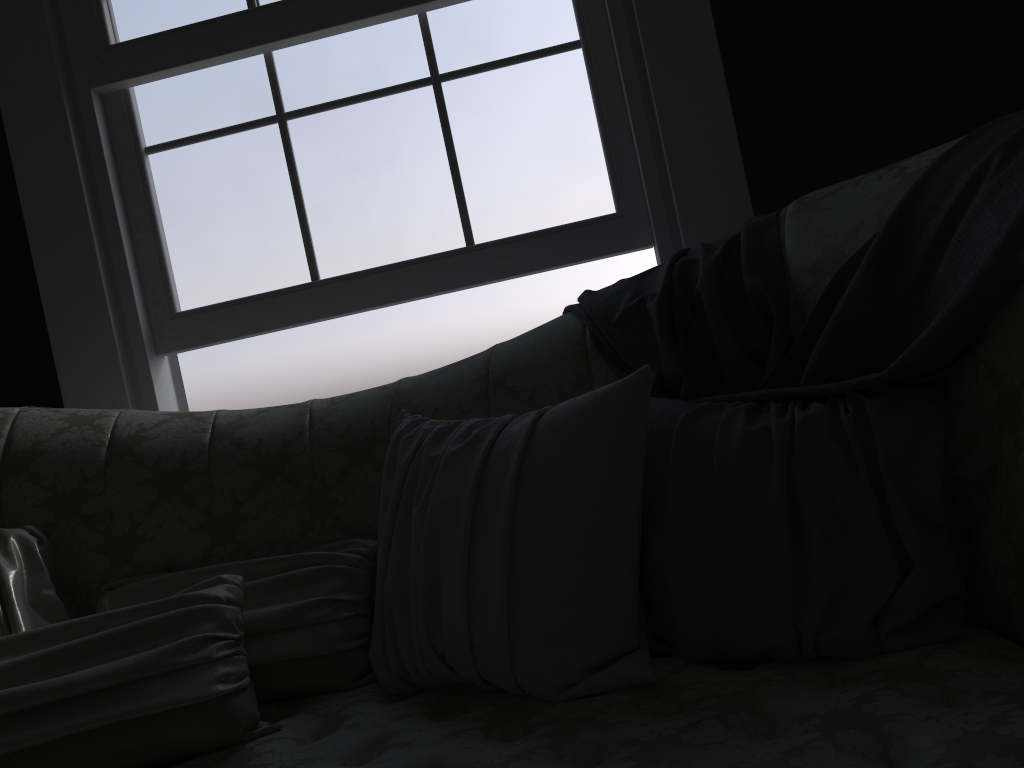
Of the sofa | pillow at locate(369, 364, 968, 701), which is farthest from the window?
pillow at locate(369, 364, 968, 701)

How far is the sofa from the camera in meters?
1.0

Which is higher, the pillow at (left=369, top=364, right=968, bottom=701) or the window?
the window

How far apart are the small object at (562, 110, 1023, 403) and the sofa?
0.01m

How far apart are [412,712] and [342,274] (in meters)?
1.36

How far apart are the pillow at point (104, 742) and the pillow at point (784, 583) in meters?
0.0 m

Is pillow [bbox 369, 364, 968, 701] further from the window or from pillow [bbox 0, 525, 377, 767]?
the window

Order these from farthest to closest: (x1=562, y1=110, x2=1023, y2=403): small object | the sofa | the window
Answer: the window < (x1=562, y1=110, x2=1023, y2=403): small object < the sofa

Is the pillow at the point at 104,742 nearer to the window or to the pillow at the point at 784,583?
the pillow at the point at 784,583

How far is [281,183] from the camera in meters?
2.4 m
